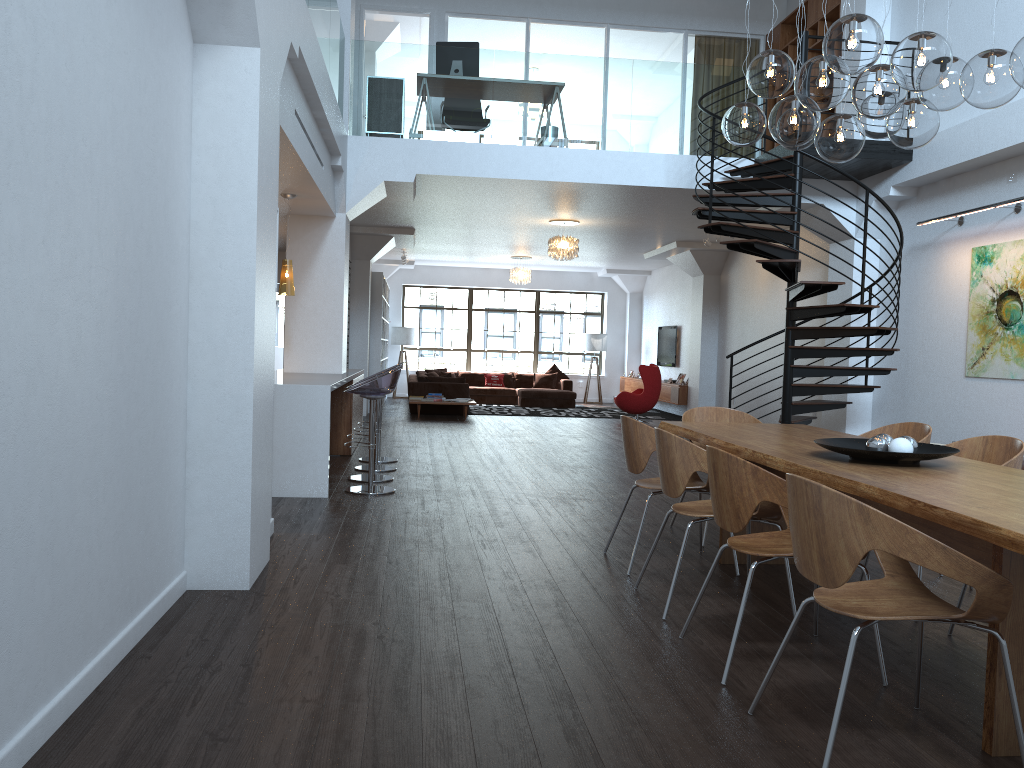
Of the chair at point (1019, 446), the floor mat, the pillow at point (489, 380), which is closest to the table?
the chair at point (1019, 446)

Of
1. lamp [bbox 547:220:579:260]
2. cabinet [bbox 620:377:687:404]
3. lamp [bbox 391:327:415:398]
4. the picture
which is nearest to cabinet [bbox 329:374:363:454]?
lamp [bbox 547:220:579:260]

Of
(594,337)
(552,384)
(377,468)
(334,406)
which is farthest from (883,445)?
(594,337)

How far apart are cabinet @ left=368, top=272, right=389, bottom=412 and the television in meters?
5.6

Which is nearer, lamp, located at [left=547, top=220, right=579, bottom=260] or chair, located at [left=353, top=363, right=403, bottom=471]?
chair, located at [left=353, top=363, right=403, bottom=471]

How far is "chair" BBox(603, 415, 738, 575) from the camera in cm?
475

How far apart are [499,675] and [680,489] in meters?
1.3 m

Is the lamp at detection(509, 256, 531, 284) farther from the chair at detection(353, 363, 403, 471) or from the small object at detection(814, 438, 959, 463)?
the small object at detection(814, 438, 959, 463)

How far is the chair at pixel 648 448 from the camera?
4.7 meters

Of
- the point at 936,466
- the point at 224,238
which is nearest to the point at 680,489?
the point at 936,466
